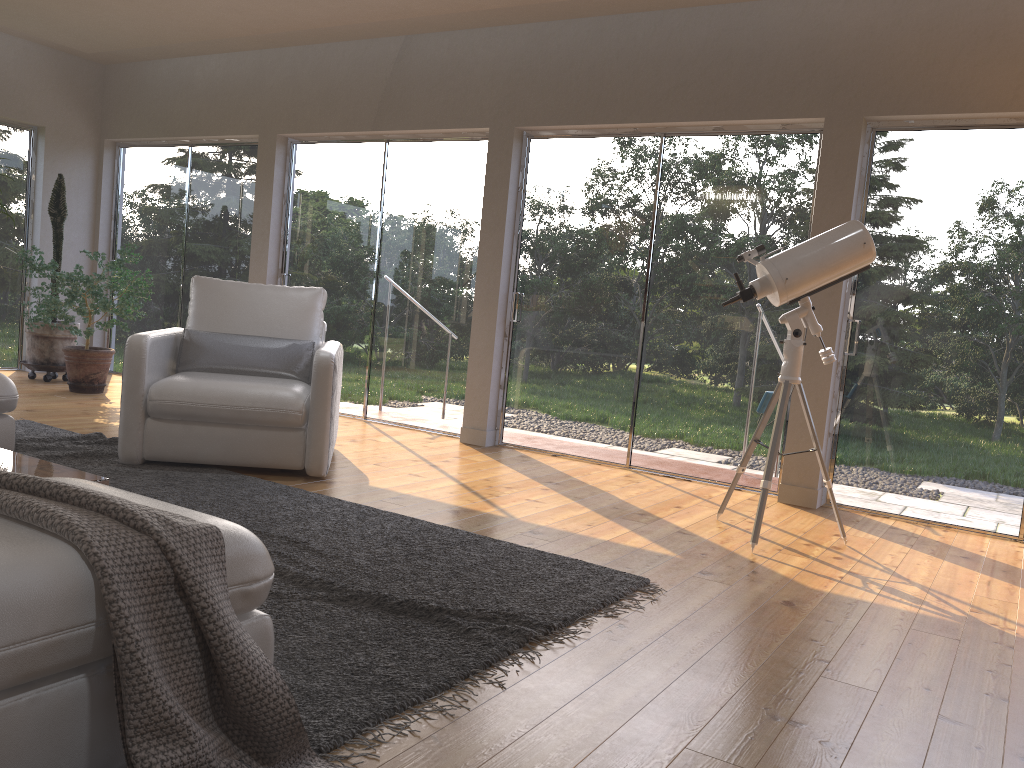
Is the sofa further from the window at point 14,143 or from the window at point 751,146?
the window at point 14,143

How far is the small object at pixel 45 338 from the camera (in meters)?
7.16

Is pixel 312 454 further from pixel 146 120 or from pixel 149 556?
A: pixel 146 120

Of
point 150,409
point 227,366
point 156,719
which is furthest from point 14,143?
point 156,719

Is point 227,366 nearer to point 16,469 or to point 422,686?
point 16,469

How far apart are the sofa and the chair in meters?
0.5 m

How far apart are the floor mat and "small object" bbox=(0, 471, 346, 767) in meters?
0.0 m

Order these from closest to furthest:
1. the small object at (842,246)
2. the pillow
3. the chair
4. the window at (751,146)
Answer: the small object at (842,246) < the chair < the pillow < the window at (751,146)

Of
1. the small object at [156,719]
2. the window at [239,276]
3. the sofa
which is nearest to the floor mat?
the small object at [156,719]

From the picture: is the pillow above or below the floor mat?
above
